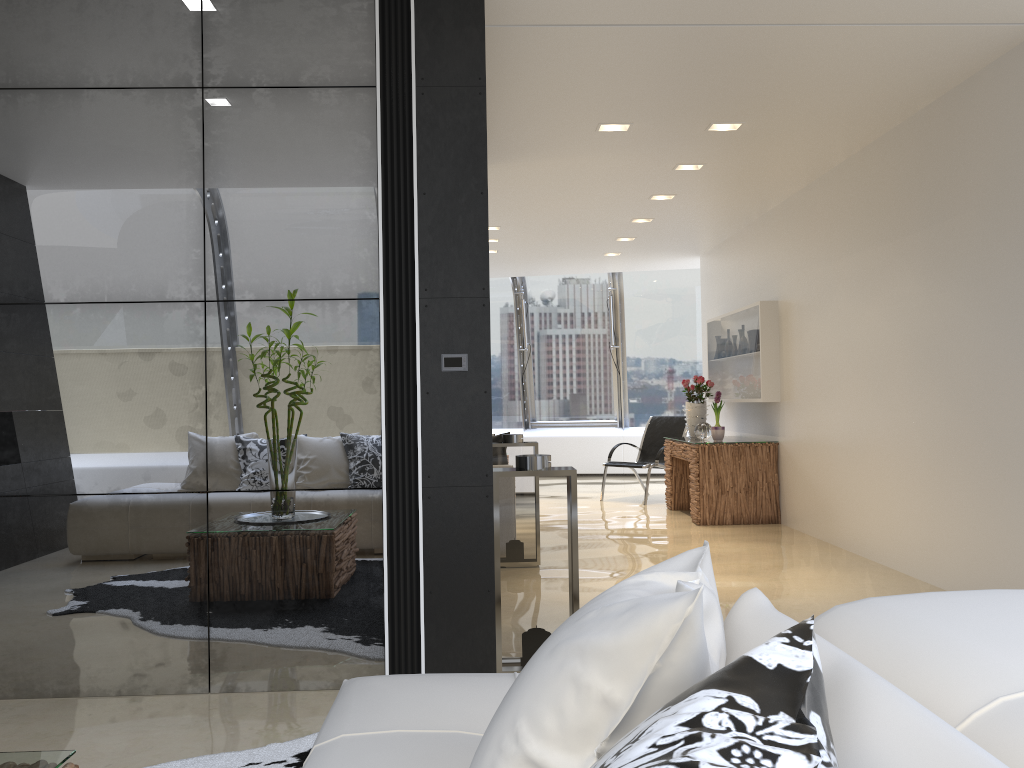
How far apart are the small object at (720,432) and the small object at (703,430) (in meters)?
0.22

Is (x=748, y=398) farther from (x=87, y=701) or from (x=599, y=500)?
(x=87, y=701)

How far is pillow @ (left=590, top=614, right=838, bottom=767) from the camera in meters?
0.7

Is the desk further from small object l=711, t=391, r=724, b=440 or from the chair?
the chair

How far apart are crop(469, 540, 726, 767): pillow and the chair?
8.5m

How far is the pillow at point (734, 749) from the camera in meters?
0.7 m

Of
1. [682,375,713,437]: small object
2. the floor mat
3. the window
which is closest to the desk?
[682,375,713,437]: small object

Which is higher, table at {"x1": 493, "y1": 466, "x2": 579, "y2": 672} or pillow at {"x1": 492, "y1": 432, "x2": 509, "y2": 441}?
pillow at {"x1": 492, "y1": 432, "x2": 509, "y2": 441}

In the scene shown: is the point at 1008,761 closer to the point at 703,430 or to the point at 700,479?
the point at 700,479

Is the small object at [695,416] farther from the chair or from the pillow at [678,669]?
the pillow at [678,669]
